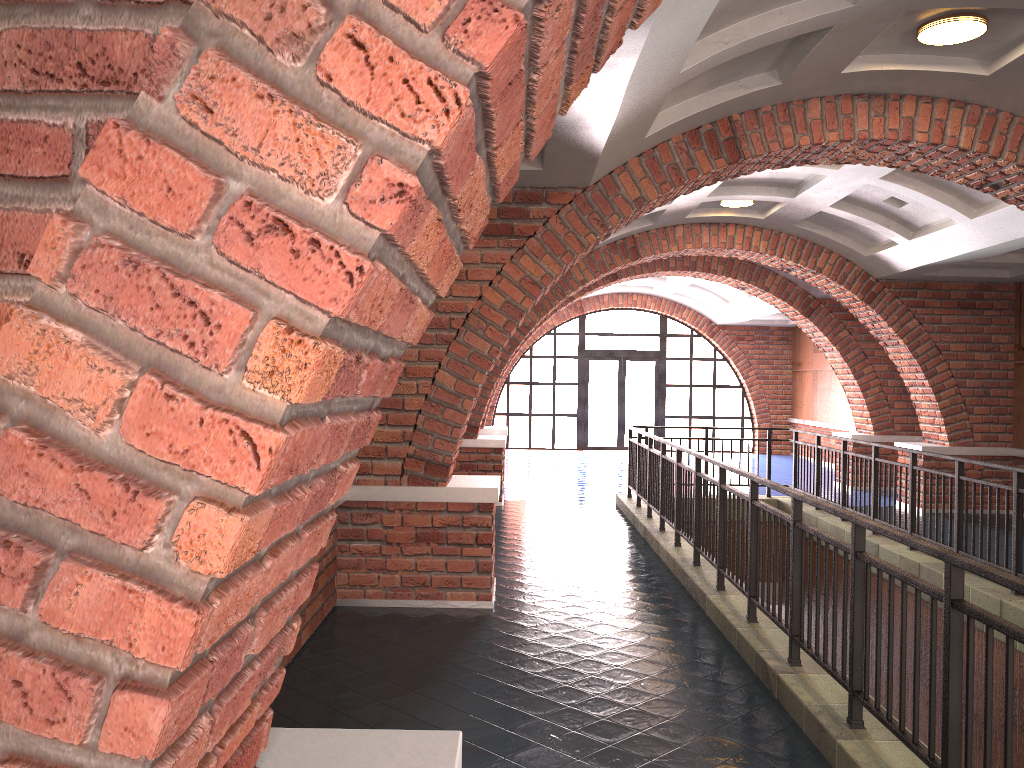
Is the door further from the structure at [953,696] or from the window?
the structure at [953,696]

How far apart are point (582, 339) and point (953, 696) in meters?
18.2

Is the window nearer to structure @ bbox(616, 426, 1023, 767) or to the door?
the door

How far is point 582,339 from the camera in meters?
21.1

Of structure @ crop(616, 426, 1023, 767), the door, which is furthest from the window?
structure @ crop(616, 426, 1023, 767)

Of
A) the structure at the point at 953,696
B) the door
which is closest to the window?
the door

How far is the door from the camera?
21.10m

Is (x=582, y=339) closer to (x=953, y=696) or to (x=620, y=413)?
(x=620, y=413)

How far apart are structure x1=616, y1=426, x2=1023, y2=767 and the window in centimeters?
926cm

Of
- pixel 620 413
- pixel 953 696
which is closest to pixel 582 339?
pixel 620 413
